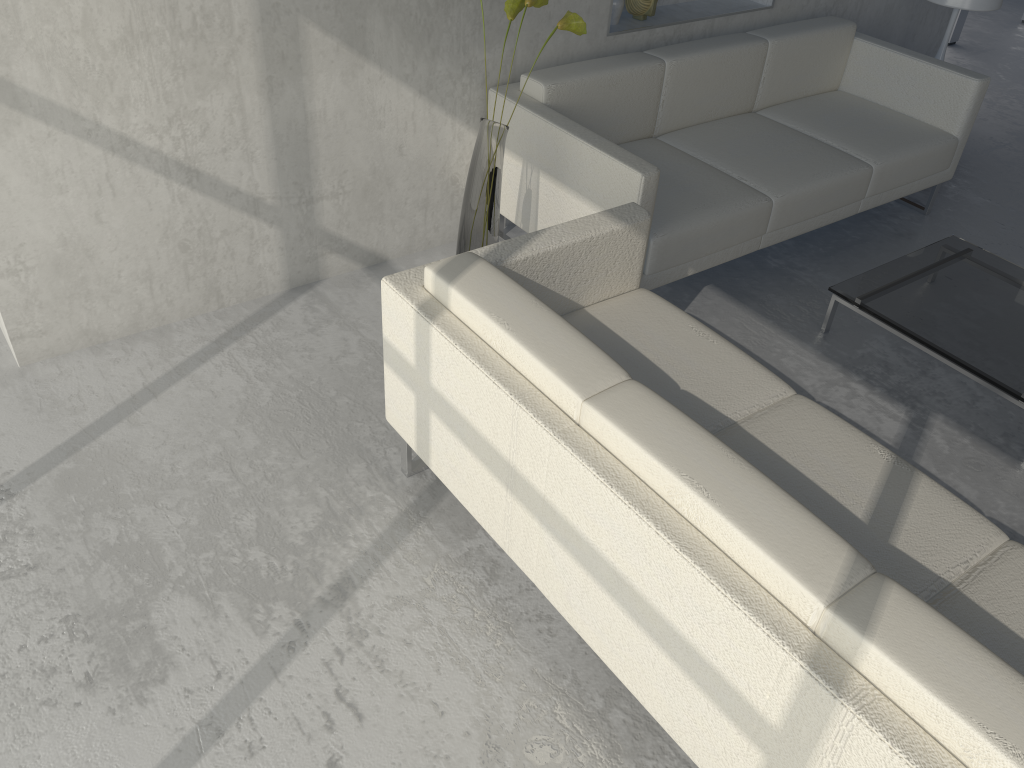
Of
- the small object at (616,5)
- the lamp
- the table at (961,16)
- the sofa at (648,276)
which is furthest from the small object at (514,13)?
the table at (961,16)

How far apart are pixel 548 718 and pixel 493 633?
0.24m

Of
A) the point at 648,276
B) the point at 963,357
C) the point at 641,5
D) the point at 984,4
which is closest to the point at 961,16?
the point at 984,4

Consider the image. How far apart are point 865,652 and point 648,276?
1.8 meters

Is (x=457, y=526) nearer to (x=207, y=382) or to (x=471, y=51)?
(x=207, y=382)

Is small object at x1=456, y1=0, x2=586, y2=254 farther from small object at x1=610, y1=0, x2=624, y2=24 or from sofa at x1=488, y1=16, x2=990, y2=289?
small object at x1=610, y1=0, x2=624, y2=24

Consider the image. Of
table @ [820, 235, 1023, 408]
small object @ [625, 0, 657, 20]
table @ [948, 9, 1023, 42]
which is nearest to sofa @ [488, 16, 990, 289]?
small object @ [625, 0, 657, 20]

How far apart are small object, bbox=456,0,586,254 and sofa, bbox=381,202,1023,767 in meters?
0.5 m

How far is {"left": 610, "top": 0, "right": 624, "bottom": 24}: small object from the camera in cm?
337

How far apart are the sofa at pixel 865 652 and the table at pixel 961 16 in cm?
464
